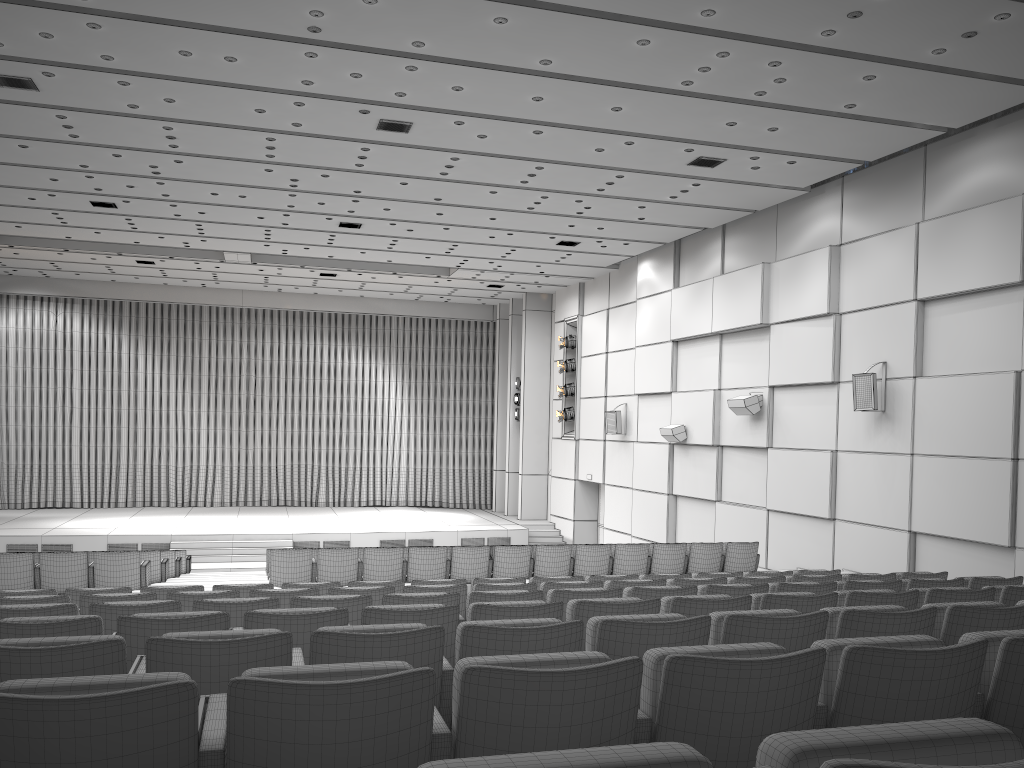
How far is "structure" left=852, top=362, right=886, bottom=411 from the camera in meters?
12.8 m

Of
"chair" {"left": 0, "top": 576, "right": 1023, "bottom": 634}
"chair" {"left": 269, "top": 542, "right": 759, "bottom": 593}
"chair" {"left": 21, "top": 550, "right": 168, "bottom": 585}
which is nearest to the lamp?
"chair" {"left": 269, "top": 542, "right": 759, "bottom": 593}

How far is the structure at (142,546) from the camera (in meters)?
20.38

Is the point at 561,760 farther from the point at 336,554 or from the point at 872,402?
the point at 872,402

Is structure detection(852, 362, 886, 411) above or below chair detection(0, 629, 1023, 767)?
above

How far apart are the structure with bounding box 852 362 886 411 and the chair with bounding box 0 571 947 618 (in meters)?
5.37

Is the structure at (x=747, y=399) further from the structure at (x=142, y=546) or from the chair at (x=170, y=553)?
the chair at (x=170, y=553)

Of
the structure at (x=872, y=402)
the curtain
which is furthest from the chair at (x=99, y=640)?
the curtain

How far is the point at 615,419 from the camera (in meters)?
20.70

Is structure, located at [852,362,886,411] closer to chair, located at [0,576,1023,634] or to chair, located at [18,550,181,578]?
chair, located at [0,576,1023,634]
